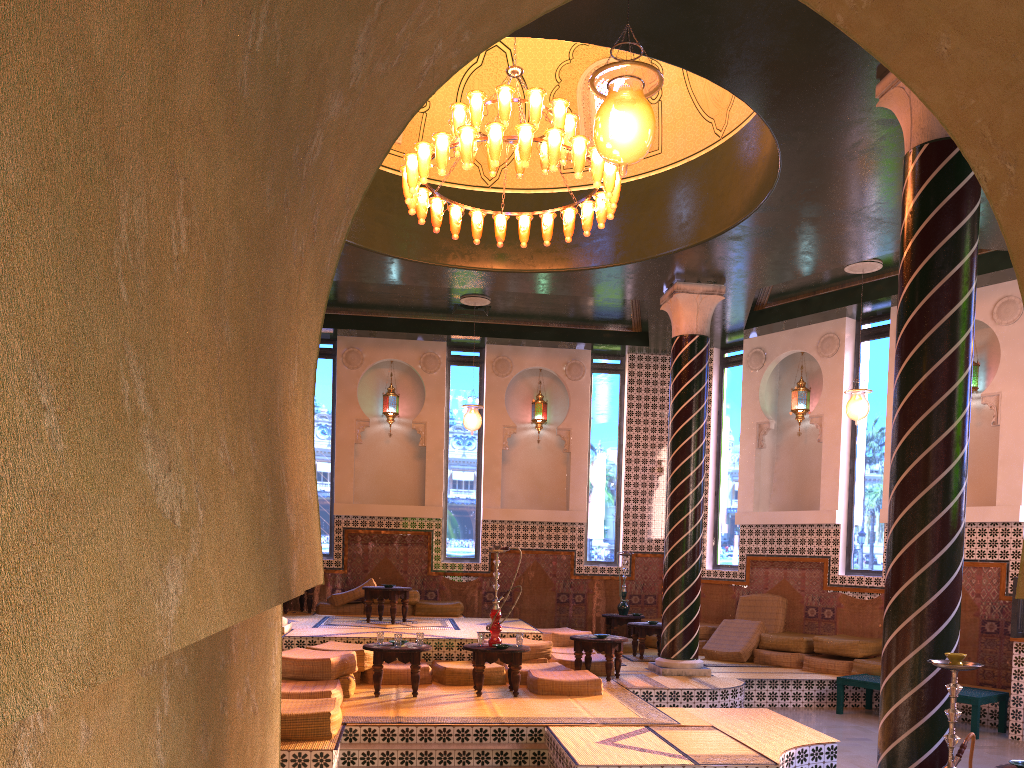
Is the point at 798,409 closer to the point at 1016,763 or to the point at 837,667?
the point at 837,667

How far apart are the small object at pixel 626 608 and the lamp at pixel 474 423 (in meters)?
4.39

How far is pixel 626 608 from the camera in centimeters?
1625cm

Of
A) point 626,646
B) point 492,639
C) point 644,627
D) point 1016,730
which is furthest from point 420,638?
point 1016,730

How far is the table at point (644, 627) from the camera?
14.1 meters

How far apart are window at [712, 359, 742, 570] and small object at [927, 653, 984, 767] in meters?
11.3 m

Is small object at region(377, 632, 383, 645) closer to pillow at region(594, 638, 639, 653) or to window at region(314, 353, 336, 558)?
pillow at region(594, 638, 639, 653)

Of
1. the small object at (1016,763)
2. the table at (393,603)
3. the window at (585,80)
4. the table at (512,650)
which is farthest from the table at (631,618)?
the small object at (1016,763)

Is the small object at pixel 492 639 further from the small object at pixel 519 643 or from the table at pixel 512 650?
the small object at pixel 519 643

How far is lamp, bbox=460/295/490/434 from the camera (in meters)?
14.95
